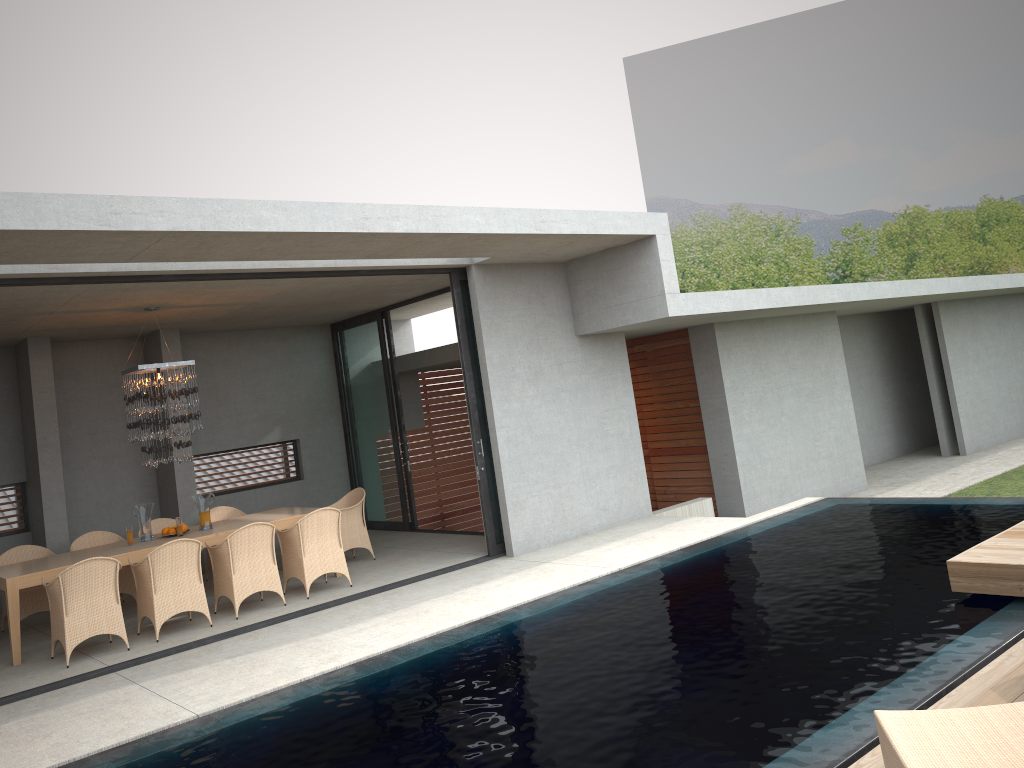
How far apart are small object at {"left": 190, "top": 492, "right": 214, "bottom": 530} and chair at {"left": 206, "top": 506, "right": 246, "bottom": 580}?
5.6m

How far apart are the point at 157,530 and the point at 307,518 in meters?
2.8

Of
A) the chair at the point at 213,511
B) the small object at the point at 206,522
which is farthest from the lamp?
the small object at the point at 206,522

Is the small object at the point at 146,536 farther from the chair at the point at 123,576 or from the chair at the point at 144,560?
the chair at the point at 144,560

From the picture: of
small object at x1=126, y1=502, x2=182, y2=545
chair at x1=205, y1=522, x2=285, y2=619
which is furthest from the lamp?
chair at x1=205, y1=522, x2=285, y2=619

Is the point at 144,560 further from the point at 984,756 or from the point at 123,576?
the point at 984,756

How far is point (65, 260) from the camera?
6.8m

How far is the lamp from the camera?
9.4 meters

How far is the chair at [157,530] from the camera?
10.8 meters

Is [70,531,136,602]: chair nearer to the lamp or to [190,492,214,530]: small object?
the lamp
